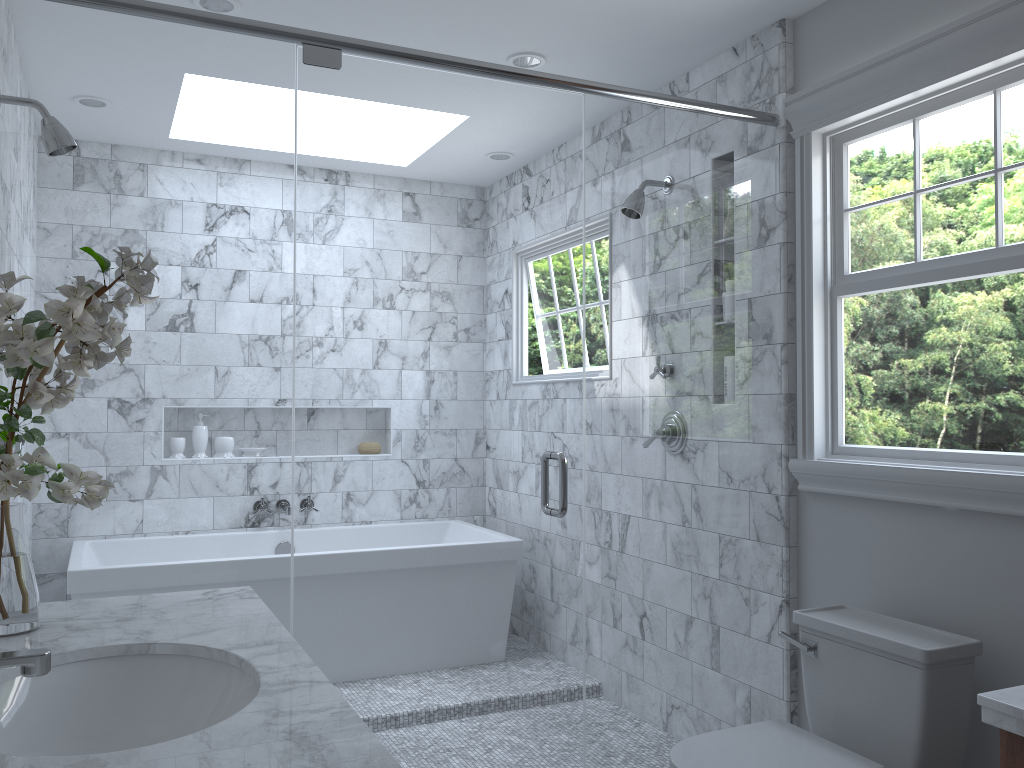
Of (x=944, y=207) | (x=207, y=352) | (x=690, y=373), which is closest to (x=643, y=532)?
(x=690, y=373)

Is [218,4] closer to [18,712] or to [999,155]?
[18,712]

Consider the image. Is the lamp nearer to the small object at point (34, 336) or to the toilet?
the small object at point (34, 336)

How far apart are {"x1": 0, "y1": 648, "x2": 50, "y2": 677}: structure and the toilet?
1.4m

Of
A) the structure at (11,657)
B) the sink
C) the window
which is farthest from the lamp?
the structure at (11,657)

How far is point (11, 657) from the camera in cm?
123

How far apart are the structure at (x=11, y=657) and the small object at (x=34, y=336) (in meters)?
0.38

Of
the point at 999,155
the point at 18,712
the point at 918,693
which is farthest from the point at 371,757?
the point at 999,155

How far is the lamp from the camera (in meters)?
2.75

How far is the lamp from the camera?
2.8 meters
